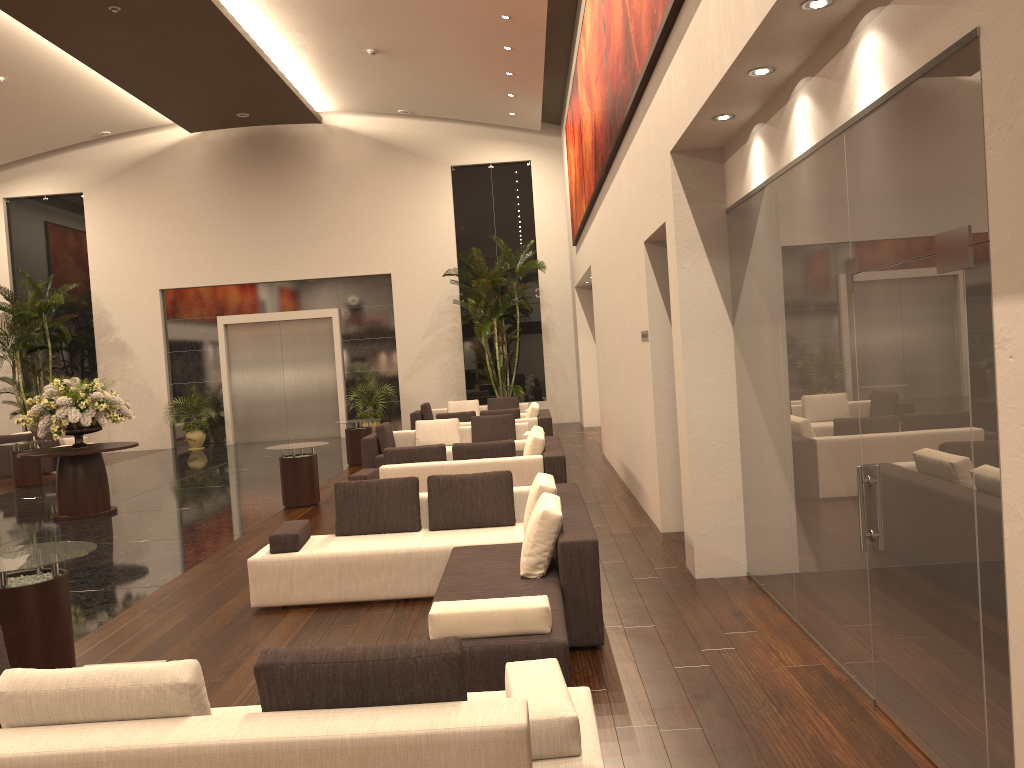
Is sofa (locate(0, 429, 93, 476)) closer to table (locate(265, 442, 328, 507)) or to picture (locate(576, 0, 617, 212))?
table (locate(265, 442, 328, 507))

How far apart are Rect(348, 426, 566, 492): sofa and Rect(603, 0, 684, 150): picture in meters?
3.4 m

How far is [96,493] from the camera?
12.03m

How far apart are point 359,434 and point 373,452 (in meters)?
2.30

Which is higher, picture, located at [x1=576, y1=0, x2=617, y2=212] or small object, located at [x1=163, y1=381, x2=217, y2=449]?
picture, located at [x1=576, y1=0, x2=617, y2=212]

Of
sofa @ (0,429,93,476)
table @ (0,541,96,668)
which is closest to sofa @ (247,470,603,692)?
table @ (0,541,96,668)

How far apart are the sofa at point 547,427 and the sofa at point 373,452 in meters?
1.0 m

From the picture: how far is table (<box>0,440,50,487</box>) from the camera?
15.95m

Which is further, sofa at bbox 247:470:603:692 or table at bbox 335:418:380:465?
table at bbox 335:418:380:465

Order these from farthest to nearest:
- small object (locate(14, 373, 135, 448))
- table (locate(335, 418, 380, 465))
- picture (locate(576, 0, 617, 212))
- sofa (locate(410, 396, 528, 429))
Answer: sofa (locate(410, 396, 528, 429)) → table (locate(335, 418, 380, 465)) → small object (locate(14, 373, 135, 448)) → picture (locate(576, 0, 617, 212))
